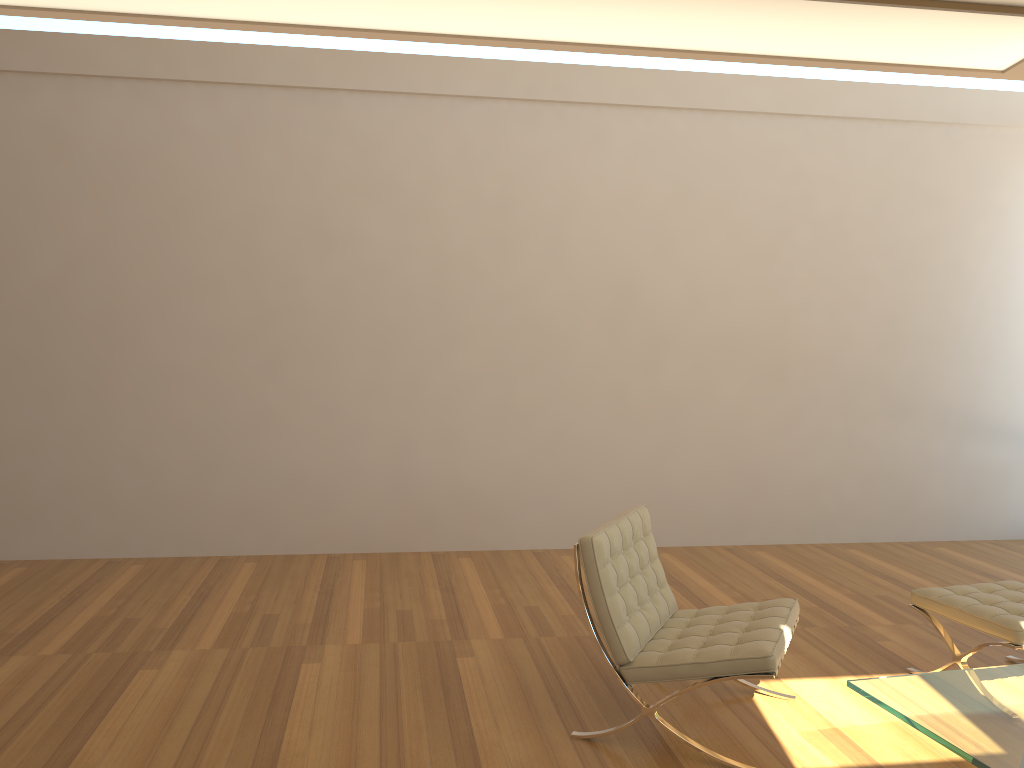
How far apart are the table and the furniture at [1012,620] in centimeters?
54cm

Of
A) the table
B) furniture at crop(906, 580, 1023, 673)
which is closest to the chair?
the table

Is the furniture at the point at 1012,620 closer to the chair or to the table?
the table

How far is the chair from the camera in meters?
3.1 m

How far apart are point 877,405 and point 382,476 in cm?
368

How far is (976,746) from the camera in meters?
2.4

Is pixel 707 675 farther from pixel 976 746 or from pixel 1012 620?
pixel 1012 620

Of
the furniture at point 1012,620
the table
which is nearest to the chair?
the table

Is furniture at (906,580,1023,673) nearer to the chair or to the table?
the table

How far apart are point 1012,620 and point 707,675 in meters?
1.4
